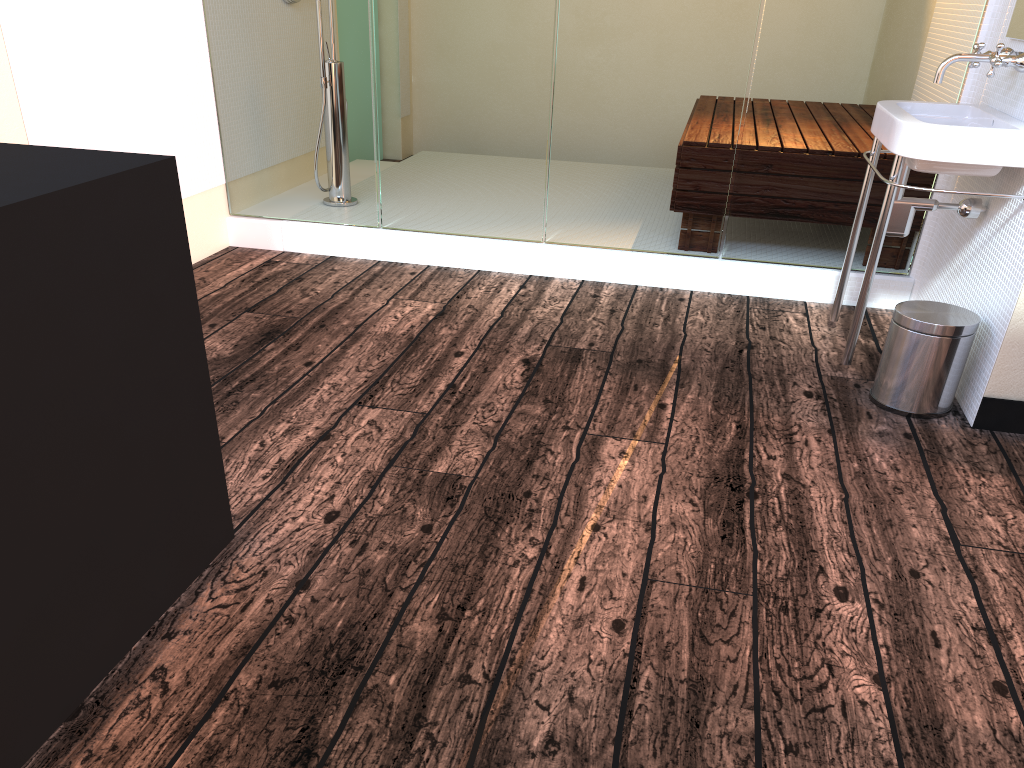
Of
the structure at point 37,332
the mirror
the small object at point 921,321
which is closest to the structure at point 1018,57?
the mirror

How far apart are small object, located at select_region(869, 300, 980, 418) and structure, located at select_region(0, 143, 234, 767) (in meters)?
1.78

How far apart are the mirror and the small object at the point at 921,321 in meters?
0.8 m

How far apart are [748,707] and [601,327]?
1.8m

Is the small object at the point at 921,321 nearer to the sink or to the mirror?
the sink

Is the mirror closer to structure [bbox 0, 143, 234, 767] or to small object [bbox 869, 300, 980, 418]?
small object [bbox 869, 300, 980, 418]

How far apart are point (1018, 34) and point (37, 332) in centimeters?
266cm

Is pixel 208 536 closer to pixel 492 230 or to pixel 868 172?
pixel 492 230

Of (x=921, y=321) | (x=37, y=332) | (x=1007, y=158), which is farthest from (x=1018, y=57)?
(x=37, y=332)

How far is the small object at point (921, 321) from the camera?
2.3m
